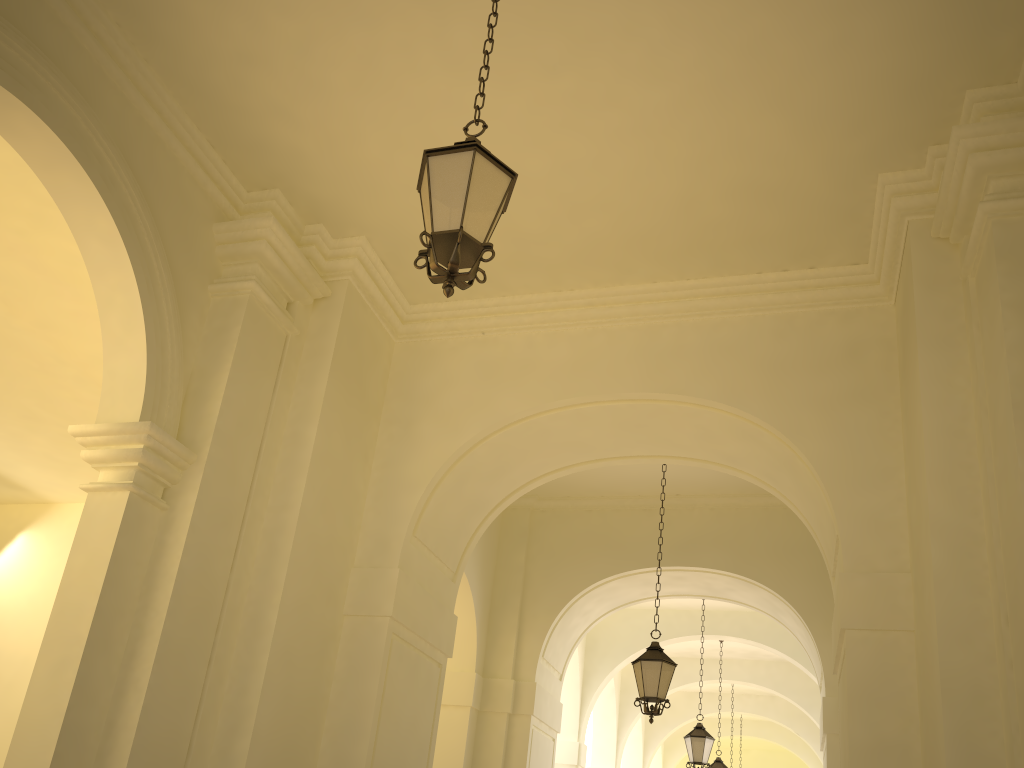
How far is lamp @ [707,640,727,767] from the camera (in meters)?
16.54

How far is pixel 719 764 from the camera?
16.54m

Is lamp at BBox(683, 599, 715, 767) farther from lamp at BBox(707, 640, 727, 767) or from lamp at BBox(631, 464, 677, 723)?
lamp at BBox(631, 464, 677, 723)

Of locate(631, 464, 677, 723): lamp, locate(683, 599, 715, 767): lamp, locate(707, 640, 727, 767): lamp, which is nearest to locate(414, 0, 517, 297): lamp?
locate(631, 464, 677, 723): lamp

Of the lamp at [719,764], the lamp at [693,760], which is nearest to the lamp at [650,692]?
the lamp at [693,760]

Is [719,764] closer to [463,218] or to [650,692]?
[650,692]

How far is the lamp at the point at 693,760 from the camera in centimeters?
1314cm

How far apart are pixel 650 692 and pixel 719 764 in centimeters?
893cm

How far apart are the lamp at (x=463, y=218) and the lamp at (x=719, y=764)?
15.1m

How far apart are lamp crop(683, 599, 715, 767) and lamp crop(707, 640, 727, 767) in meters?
3.8
